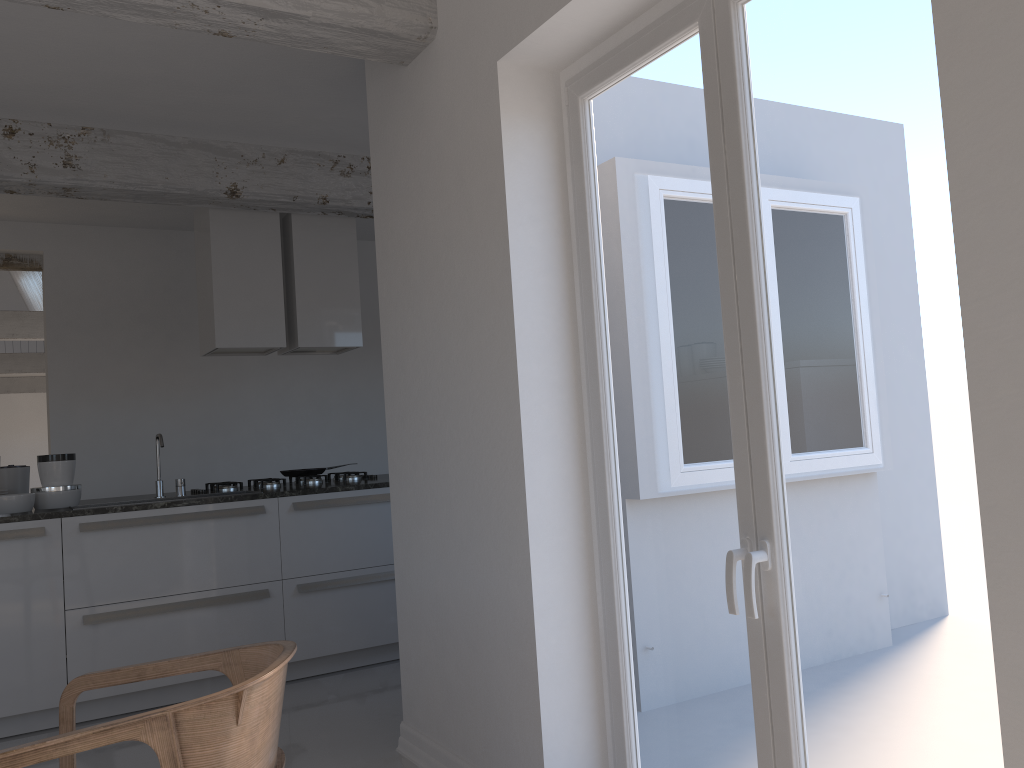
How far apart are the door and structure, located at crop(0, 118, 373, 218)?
2.62m

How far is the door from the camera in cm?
175

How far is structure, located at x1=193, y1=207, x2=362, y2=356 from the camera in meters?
5.1 m

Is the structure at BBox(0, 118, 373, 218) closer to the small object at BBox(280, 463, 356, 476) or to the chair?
the small object at BBox(280, 463, 356, 476)

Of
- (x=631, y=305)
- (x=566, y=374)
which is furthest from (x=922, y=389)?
(x=566, y=374)

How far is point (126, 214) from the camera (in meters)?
6.14

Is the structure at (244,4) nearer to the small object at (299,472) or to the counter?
the counter

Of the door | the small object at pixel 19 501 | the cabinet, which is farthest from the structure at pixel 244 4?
the small object at pixel 19 501

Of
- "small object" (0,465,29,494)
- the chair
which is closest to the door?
the chair

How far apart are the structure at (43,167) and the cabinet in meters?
1.7 m
